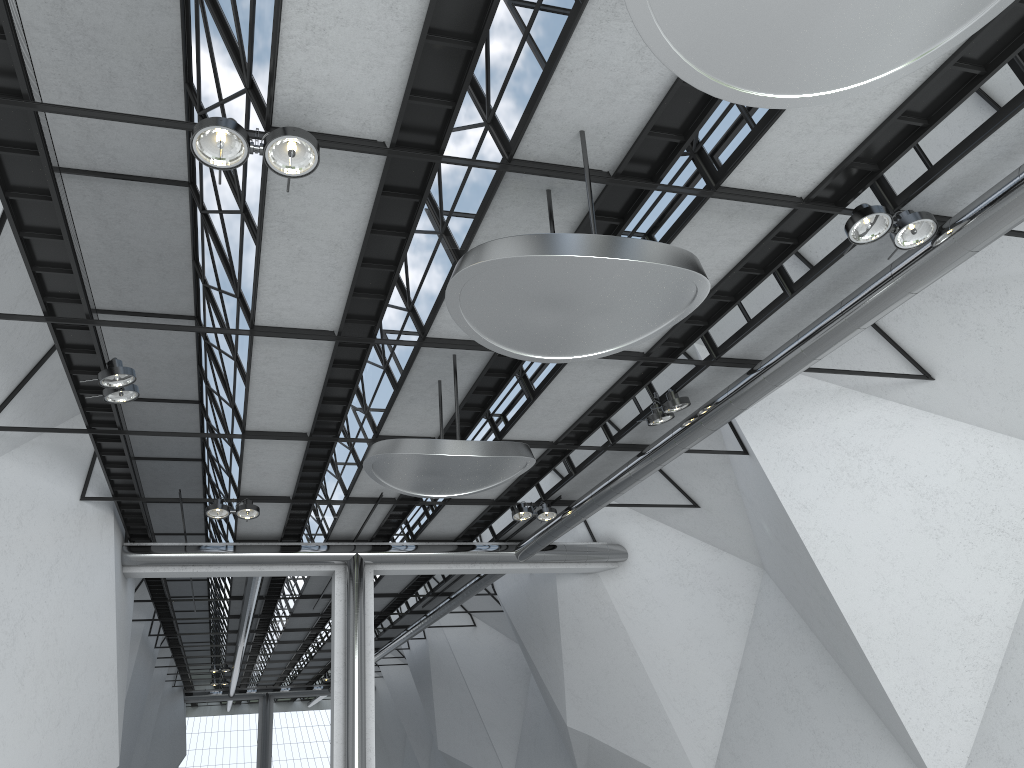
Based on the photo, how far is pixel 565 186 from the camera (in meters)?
38.94
